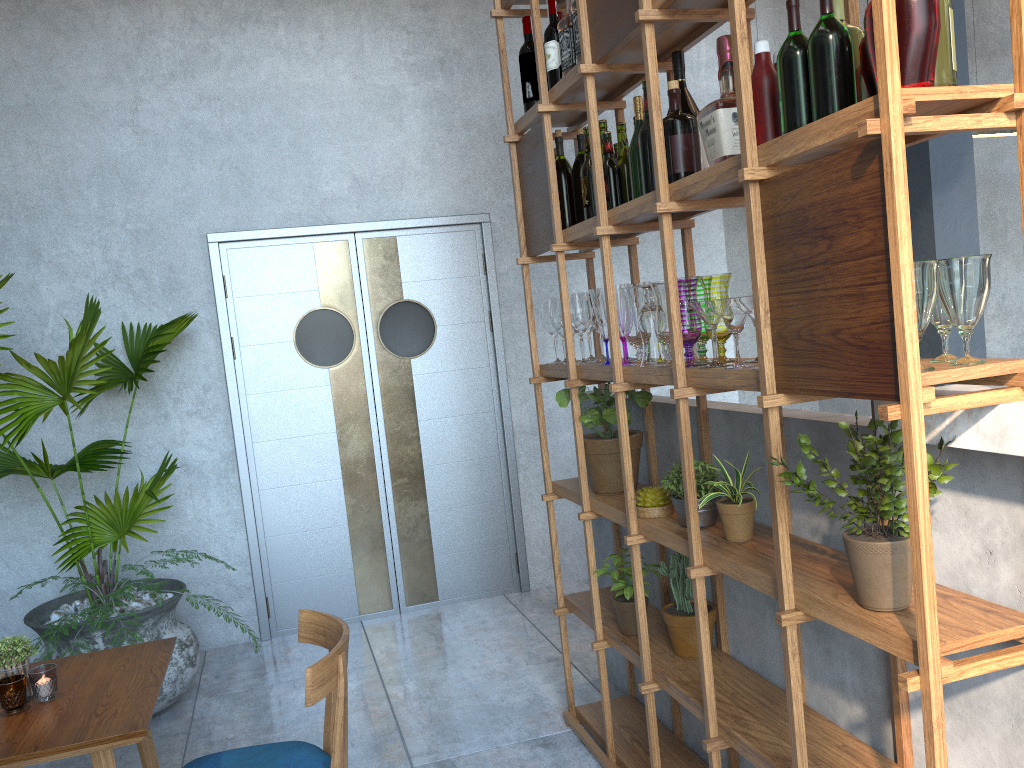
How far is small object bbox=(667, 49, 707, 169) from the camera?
2.21m

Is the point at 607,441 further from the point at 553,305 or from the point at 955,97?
the point at 955,97

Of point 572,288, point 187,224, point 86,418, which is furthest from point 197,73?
point 572,288

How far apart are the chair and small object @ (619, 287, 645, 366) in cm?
104

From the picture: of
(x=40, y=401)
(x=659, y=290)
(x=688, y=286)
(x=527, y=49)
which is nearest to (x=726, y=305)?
(x=688, y=286)

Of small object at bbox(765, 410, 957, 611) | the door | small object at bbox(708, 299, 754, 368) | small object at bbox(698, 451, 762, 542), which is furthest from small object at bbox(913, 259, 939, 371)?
the door

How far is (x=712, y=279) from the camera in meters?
2.1

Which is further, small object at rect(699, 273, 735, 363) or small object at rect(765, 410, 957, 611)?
small object at rect(699, 273, 735, 363)

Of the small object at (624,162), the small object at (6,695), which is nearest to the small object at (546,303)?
the small object at (624,162)

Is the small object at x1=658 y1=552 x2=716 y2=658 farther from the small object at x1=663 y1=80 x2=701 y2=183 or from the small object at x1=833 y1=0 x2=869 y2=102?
the small object at x1=833 y1=0 x2=869 y2=102
